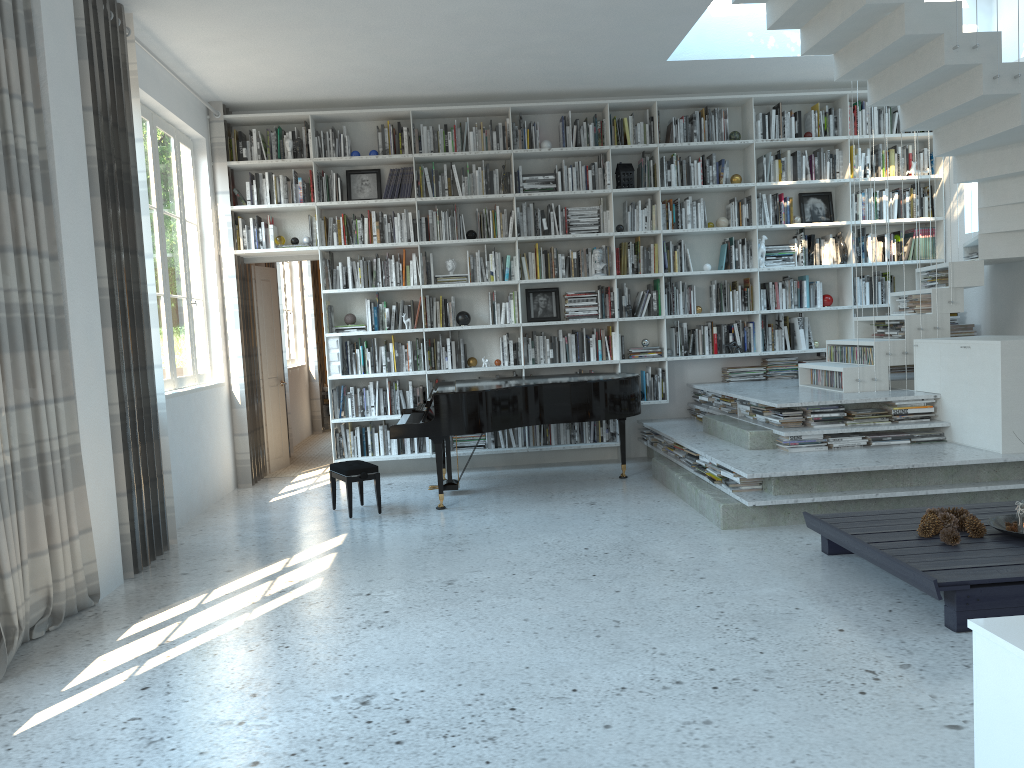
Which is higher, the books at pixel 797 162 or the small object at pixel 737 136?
the small object at pixel 737 136

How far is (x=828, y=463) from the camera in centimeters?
522cm

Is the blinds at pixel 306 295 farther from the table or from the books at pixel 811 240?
the table

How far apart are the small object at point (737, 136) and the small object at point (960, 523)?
4.6m

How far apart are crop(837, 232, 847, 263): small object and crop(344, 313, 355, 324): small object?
4.35m

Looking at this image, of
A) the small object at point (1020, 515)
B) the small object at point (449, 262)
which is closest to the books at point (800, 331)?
the small object at point (449, 262)

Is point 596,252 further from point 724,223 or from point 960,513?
point 960,513

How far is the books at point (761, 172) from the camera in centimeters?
787cm

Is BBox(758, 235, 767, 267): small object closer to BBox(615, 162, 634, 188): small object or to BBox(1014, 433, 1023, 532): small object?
BBox(615, 162, 634, 188): small object

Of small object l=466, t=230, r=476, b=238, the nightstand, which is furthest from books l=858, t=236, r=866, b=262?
the nightstand
